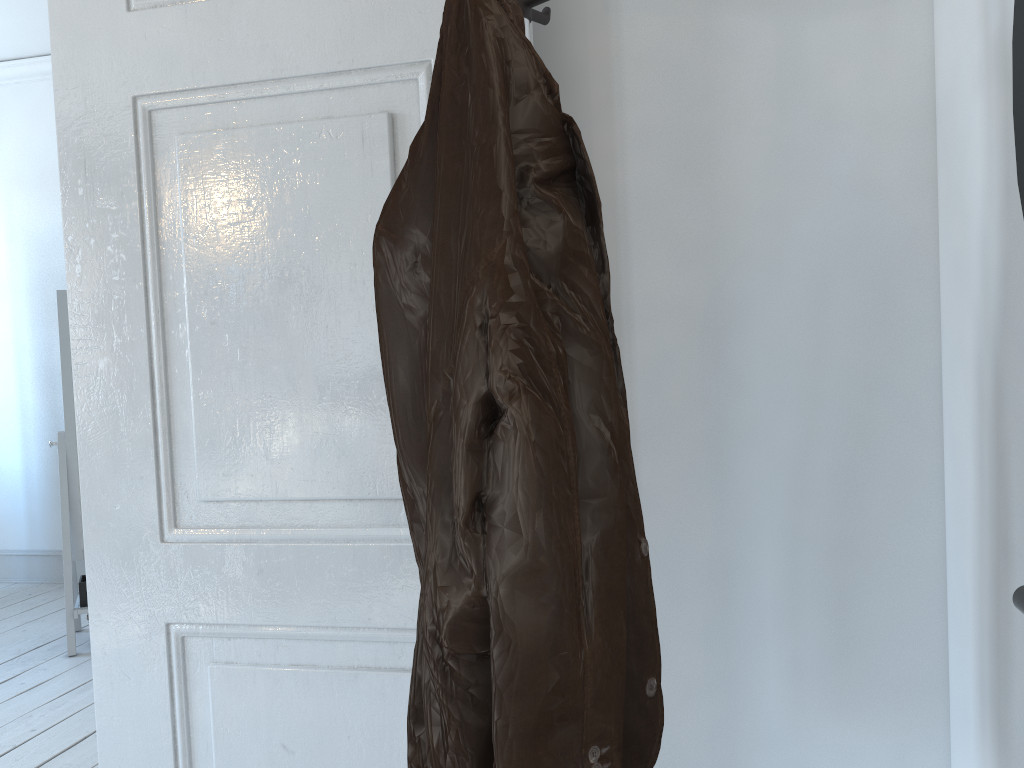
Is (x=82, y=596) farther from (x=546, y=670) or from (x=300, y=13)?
(x=546, y=670)

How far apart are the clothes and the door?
0.3m

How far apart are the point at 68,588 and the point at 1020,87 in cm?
380

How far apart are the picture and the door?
0.7 meters

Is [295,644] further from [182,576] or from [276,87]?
[276,87]

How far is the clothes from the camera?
0.7m

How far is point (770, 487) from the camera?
1.12m

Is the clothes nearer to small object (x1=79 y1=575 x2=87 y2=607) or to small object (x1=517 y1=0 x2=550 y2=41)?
small object (x1=517 y1=0 x2=550 y2=41)

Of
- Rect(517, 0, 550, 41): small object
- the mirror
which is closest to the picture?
Rect(517, 0, 550, 41): small object

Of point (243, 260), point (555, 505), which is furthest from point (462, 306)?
point (243, 260)
